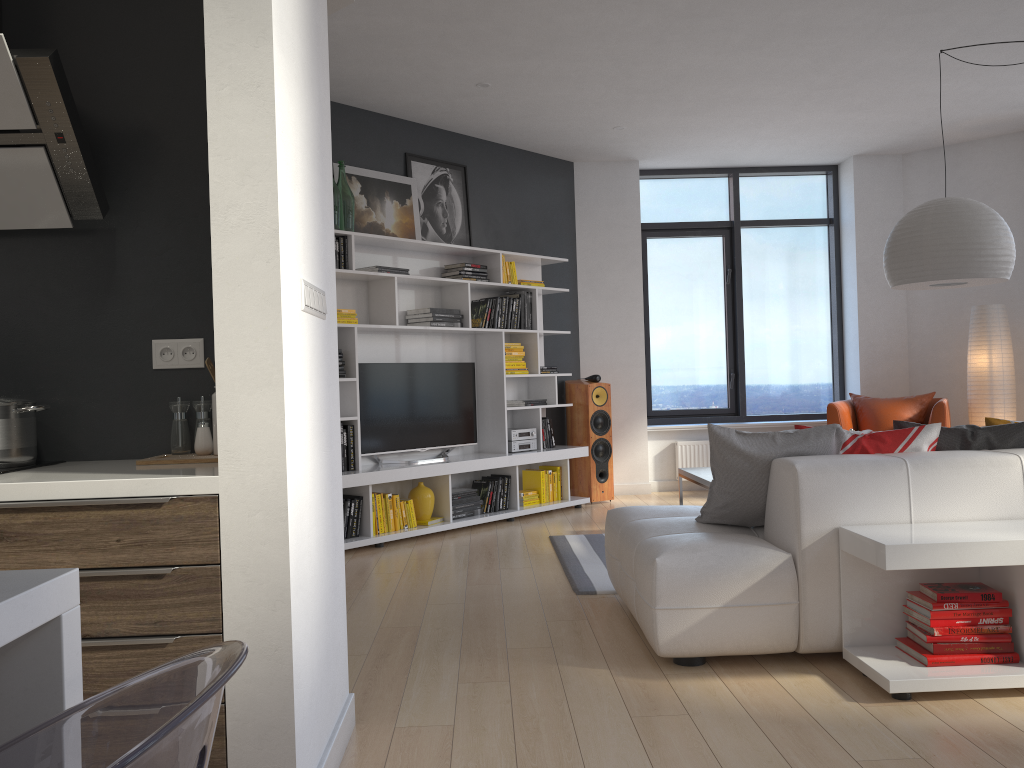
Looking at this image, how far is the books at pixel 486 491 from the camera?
6.6 meters

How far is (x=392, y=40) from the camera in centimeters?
503cm

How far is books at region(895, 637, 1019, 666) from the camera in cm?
285

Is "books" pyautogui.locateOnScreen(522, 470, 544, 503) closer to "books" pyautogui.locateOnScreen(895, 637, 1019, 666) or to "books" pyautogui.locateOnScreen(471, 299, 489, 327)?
"books" pyautogui.locateOnScreen(471, 299, 489, 327)

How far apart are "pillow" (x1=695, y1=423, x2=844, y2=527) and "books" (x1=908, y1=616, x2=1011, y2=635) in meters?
0.7

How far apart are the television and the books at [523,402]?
0.4 meters

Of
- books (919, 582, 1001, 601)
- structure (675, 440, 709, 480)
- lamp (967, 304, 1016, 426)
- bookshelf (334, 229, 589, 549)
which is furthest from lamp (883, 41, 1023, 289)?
structure (675, 440, 709, 480)

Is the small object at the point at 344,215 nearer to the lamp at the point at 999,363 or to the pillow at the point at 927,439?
the pillow at the point at 927,439

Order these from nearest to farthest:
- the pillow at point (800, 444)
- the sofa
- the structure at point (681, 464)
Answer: the sofa < the pillow at point (800, 444) < the structure at point (681, 464)

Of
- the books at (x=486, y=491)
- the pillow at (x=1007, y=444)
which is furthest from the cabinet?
the books at (x=486, y=491)
